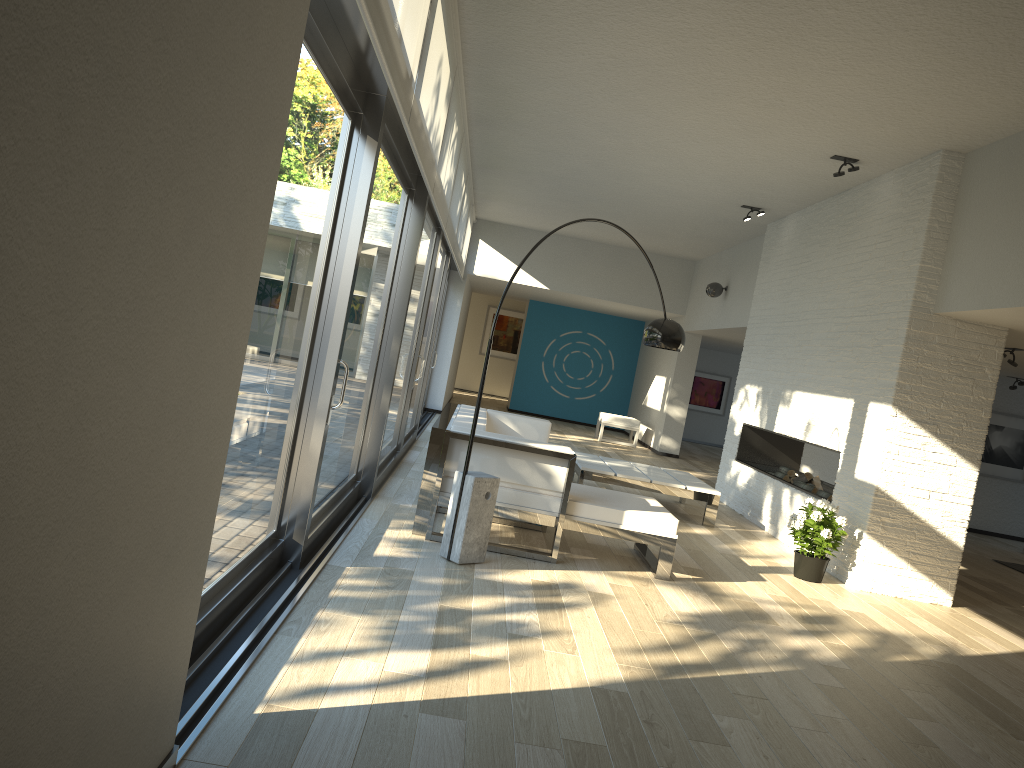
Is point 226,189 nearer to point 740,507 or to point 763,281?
point 740,507

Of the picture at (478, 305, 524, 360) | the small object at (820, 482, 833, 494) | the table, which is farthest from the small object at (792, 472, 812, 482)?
the picture at (478, 305, 524, 360)

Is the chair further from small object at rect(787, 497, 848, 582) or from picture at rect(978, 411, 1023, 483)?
small object at rect(787, 497, 848, 582)

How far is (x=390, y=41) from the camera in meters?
3.2

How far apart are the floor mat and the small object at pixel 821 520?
3.71m

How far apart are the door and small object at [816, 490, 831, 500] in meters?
3.6 m

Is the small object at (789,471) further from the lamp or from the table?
the lamp

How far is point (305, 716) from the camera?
2.6 meters

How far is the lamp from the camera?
4.7 meters

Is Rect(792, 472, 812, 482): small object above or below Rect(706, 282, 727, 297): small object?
below
